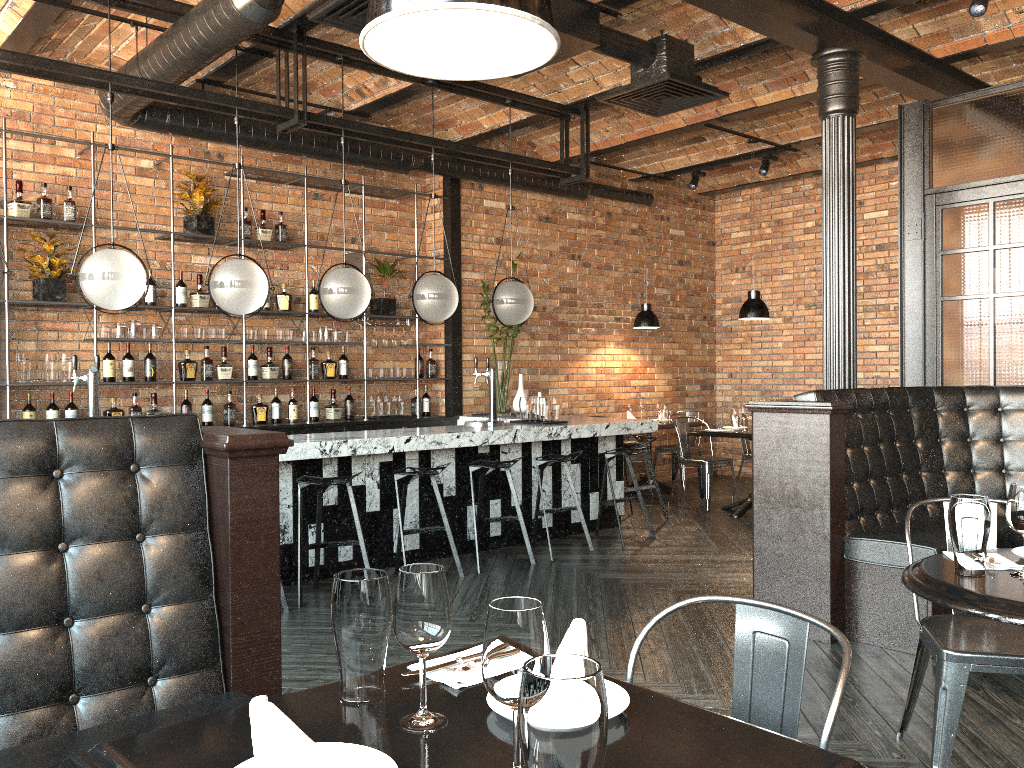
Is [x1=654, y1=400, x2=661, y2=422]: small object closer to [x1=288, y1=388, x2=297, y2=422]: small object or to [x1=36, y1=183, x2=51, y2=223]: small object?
[x1=288, y1=388, x2=297, y2=422]: small object

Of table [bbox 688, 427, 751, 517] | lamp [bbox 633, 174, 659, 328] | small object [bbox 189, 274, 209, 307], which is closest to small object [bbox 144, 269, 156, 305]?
small object [bbox 189, 274, 209, 307]

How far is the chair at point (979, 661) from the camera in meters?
2.6 m

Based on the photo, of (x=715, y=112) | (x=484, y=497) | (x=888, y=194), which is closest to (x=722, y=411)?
(x=888, y=194)

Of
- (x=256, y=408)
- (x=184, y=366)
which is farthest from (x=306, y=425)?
(x=184, y=366)

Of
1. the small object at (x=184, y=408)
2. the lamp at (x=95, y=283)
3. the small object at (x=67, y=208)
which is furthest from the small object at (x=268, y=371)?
the lamp at (x=95, y=283)

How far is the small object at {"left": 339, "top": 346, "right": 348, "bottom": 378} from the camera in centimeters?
789cm

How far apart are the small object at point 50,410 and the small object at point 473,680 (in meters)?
5.63

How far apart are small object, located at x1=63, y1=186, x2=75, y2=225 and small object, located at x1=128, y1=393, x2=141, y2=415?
1.4 meters

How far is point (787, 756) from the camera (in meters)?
1.26
